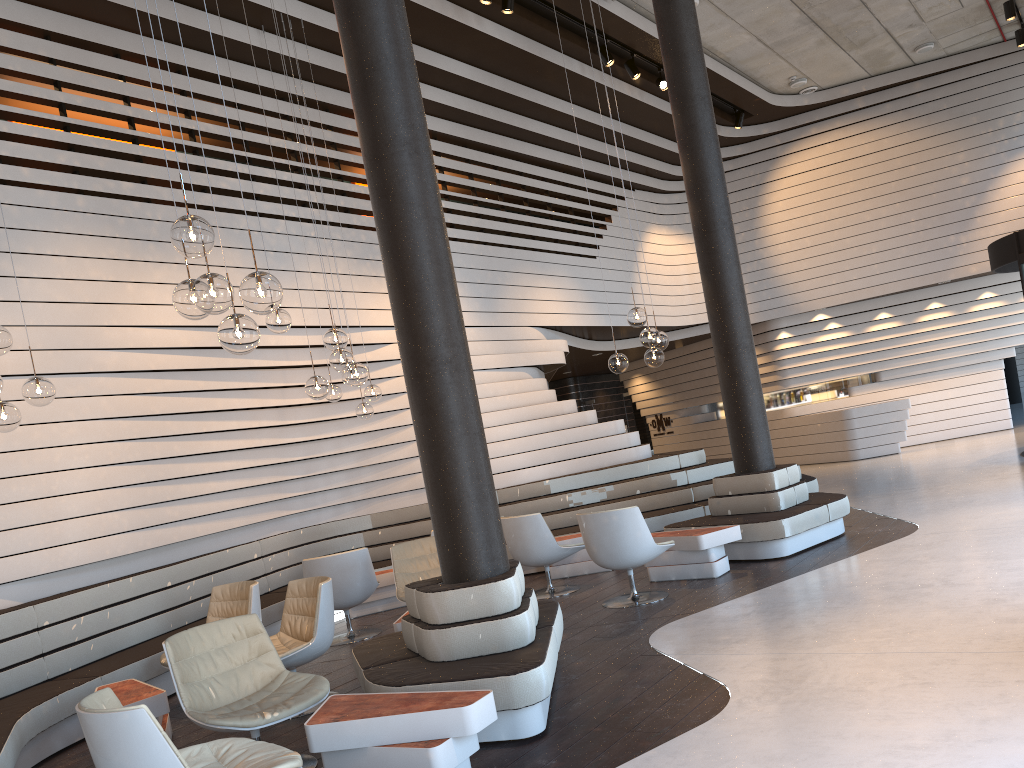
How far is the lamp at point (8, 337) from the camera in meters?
4.7 m

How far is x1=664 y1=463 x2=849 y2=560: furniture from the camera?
7.4m

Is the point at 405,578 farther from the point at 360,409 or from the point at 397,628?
the point at 360,409

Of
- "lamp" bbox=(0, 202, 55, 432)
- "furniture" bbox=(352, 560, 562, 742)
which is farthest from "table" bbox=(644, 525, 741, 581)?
"lamp" bbox=(0, 202, 55, 432)

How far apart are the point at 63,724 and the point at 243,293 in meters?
3.6 m

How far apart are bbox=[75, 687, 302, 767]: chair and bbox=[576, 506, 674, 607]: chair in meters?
3.6

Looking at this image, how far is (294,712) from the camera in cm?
399

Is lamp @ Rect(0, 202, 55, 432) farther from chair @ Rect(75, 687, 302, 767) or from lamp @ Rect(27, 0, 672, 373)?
lamp @ Rect(27, 0, 672, 373)

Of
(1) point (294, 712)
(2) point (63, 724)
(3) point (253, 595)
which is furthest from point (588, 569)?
(1) point (294, 712)

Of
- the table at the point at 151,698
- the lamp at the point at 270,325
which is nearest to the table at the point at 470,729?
the table at the point at 151,698
